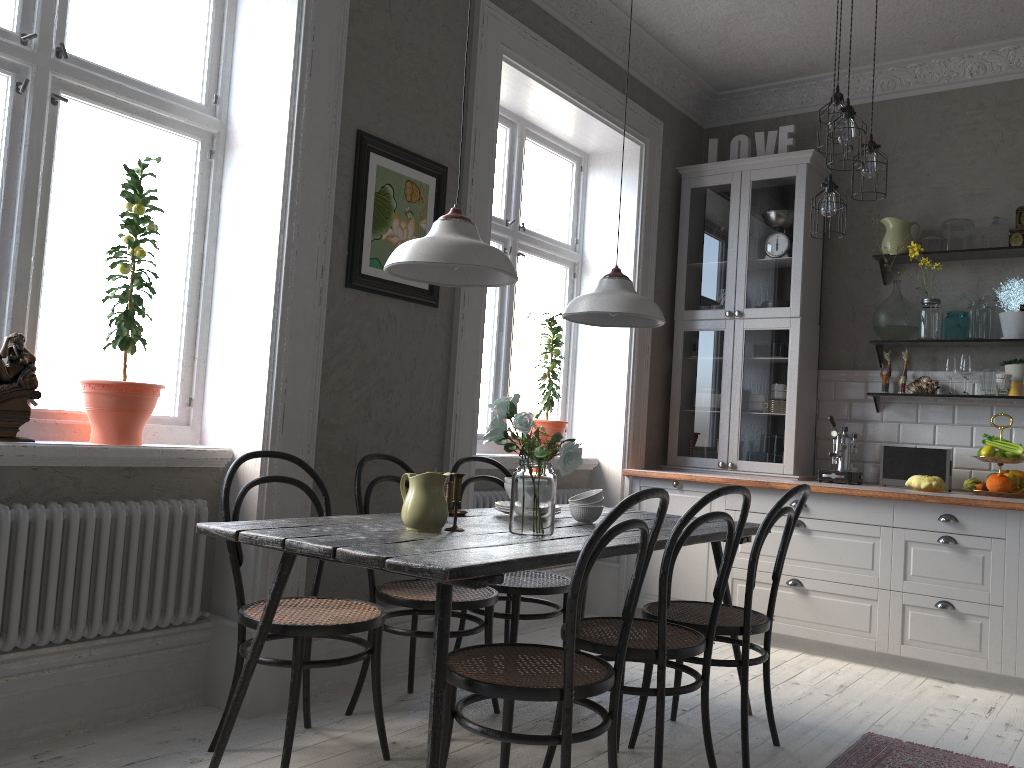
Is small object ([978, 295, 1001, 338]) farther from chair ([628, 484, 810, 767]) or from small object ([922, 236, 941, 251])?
chair ([628, 484, 810, 767])

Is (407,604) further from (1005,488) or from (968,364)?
(968,364)

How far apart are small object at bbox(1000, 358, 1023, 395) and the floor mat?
2.25m

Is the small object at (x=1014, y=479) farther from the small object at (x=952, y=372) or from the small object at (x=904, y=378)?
the small object at (x=904, y=378)

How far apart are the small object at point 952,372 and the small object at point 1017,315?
0.3m

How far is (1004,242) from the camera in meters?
4.7

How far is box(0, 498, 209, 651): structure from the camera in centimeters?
262cm

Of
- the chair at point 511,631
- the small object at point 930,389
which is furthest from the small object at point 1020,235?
the chair at point 511,631

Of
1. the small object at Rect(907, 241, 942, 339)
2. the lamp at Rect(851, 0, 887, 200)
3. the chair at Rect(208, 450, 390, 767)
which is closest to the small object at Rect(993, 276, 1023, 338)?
the small object at Rect(907, 241, 942, 339)

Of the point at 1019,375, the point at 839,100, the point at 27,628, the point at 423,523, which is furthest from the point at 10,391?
the point at 1019,375
